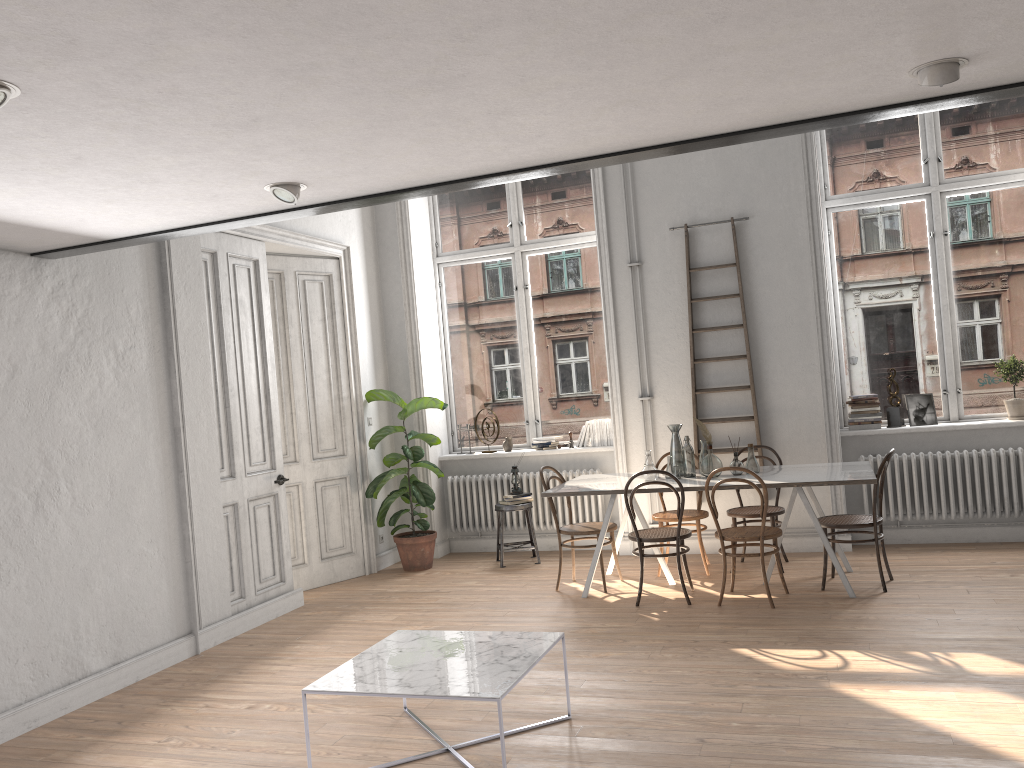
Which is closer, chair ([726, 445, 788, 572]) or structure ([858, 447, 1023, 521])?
chair ([726, 445, 788, 572])

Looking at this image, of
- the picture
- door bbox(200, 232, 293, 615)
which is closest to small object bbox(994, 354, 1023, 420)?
the picture

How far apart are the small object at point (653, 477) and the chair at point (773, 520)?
0.8 meters

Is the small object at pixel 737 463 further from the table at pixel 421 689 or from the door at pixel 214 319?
the door at pixel 214 319

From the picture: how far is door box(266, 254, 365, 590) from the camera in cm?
738

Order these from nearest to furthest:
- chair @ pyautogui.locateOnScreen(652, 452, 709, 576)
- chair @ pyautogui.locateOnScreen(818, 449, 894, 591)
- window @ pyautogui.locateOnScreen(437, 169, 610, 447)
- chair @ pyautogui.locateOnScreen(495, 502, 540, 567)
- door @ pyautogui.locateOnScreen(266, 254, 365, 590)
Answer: chair @ pyautogui.locateOnScreen(818, 449, 894, 591)
chair @ pyautogui.locateOnScreen(652, 452, 709, 576)
door @ pyautogui.locateOnScreen(266, 254, 365, 590)
chair @ pyautogui.locateOnScreen(495, 502, 540, 567)
window @ pyautogui.locateOnScreen(437, 169, 610, 447)

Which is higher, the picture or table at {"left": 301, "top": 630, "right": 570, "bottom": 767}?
the picture

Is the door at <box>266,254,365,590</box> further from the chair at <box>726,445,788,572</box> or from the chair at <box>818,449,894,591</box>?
the chair at <box>818,449,894,591</box>

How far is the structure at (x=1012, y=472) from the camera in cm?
683

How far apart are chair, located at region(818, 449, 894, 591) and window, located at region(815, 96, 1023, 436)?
1.28m
